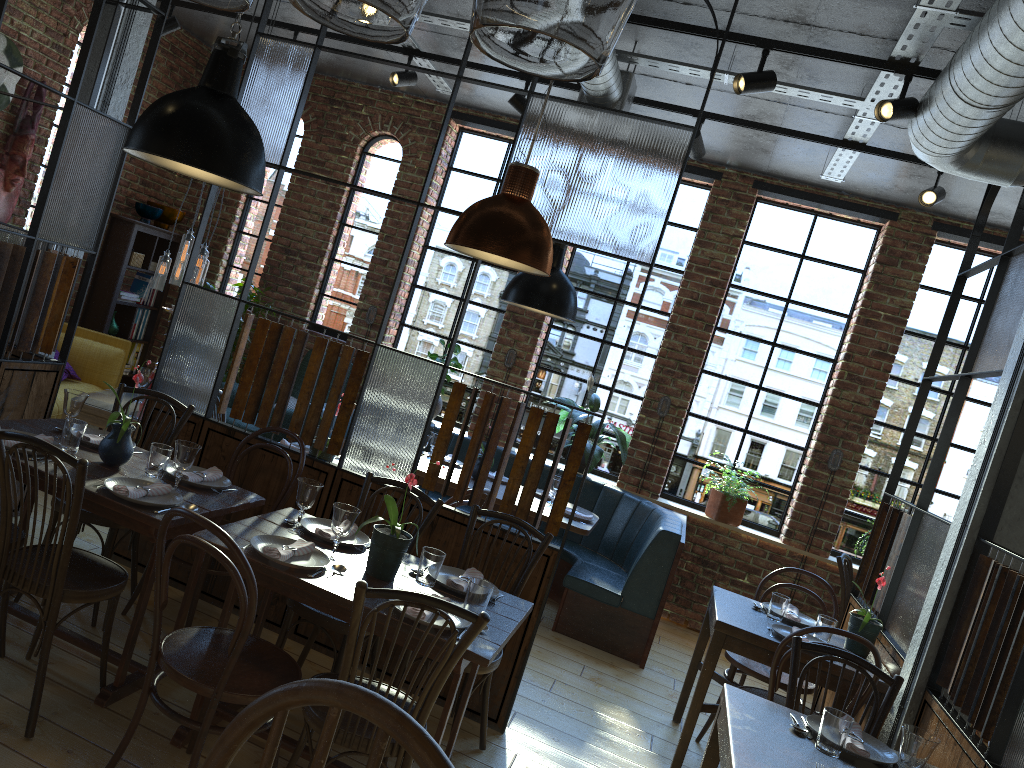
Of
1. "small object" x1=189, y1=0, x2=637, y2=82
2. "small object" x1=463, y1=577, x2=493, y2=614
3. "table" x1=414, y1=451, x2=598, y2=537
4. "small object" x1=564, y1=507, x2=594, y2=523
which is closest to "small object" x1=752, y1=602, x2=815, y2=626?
"table" x1=414, y1=451, x2=598, y2=537

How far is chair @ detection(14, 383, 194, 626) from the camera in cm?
346

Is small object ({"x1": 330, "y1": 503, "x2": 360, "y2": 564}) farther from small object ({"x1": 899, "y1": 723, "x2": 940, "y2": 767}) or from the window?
the window

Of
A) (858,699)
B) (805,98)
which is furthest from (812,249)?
(858,699)

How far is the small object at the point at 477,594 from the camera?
2.80m

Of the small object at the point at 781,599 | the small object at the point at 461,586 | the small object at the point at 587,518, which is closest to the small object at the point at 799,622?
the small object at the point at 781,599

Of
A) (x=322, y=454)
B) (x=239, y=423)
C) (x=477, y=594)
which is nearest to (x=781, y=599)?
(x=477, y=594)

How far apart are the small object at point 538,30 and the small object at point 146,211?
7.1 meters

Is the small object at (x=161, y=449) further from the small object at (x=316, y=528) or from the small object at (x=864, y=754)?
the small object at (x=864, y=754)

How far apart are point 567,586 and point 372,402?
2.11m
